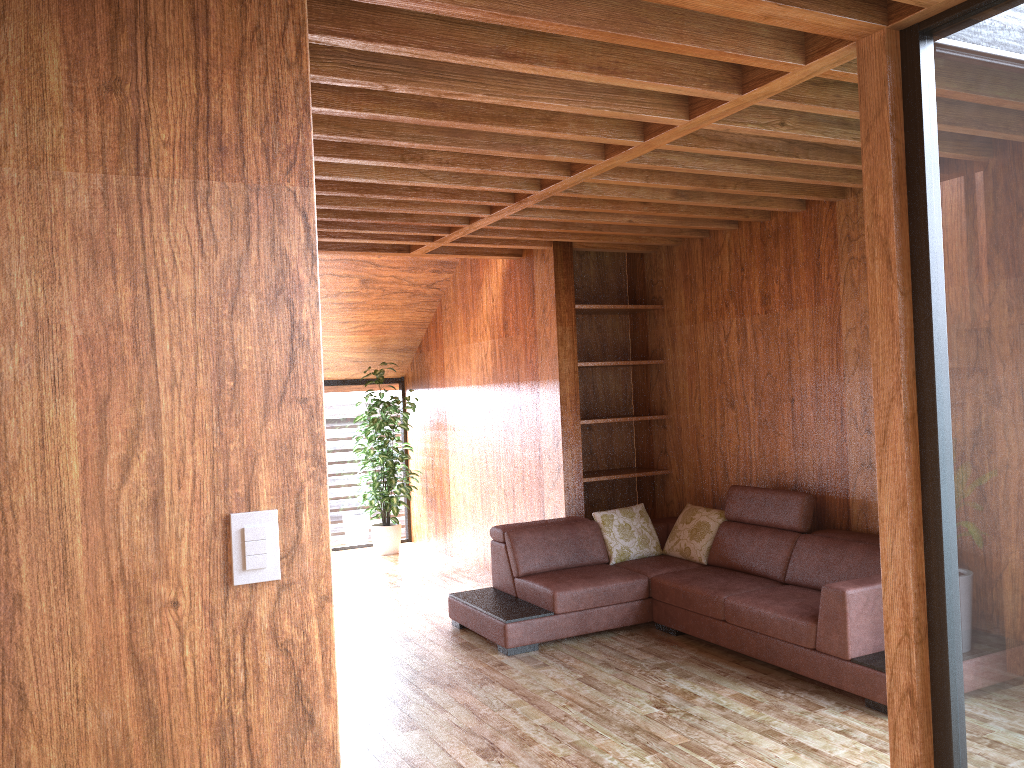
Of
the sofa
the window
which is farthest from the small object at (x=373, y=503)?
the sofa

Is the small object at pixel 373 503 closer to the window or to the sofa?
the window

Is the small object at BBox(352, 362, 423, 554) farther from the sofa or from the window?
the sofa

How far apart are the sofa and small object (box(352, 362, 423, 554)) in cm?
234

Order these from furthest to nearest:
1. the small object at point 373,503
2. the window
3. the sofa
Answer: the small object at point 373,503, the sofa, the window

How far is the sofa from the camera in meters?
3.8

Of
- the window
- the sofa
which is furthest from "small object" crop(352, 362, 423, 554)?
the sofa

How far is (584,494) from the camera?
6.3m

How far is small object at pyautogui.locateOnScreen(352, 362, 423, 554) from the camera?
7.6 meters

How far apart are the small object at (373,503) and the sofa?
2.34m
